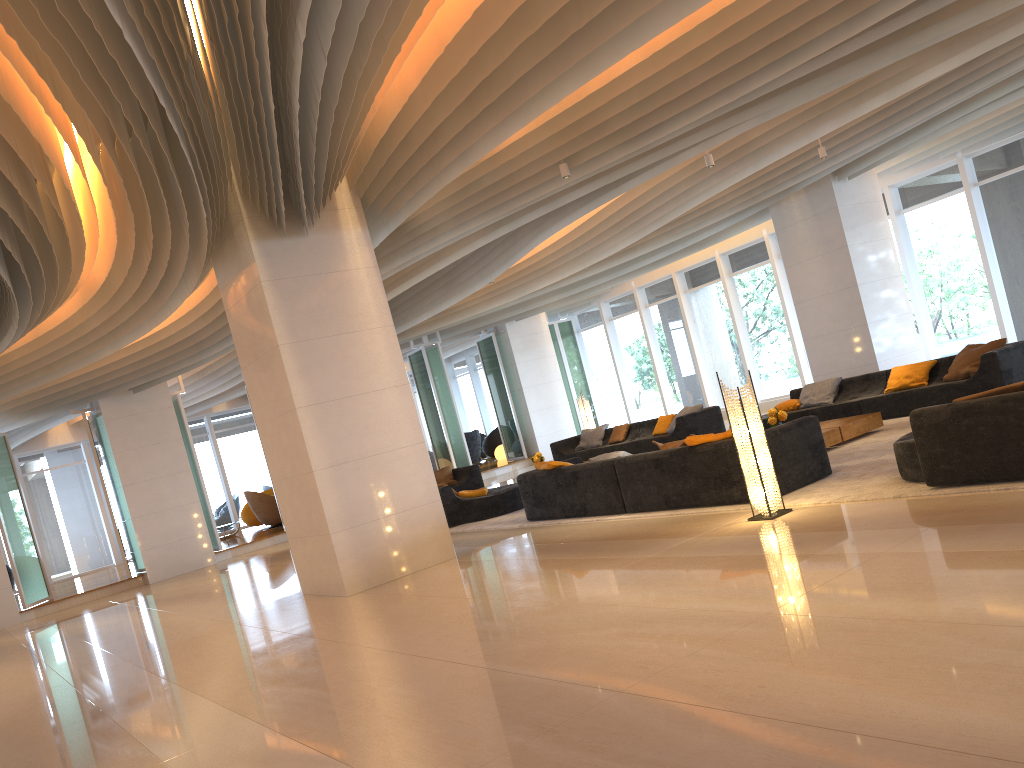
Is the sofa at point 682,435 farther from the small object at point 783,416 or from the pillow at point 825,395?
the small object at point 783,416

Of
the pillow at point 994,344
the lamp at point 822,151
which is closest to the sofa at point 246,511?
the lamp at point 822,151

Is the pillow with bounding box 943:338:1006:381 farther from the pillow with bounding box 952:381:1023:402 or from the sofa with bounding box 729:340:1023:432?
the pillow with bounding box 952:381:1023:402

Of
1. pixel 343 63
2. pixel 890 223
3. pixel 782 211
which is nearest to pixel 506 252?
pixel 782 211

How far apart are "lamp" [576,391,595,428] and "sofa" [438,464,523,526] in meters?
2.8 m

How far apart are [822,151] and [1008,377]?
3.79m

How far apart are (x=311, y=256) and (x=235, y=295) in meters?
1.0

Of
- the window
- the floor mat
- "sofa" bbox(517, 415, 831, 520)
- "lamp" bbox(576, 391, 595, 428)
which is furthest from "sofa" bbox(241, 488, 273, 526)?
"sofa" bbox(517, 415, 831, 520)

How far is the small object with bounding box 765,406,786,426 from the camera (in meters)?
10.23

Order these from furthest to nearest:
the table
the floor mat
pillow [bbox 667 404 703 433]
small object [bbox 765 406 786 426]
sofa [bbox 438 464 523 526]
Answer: pillow [bbox 667 404 703 433], sofa [bbox 438 464 523 526], small object [bbox 765 406 786 426], the table, the floor mat
